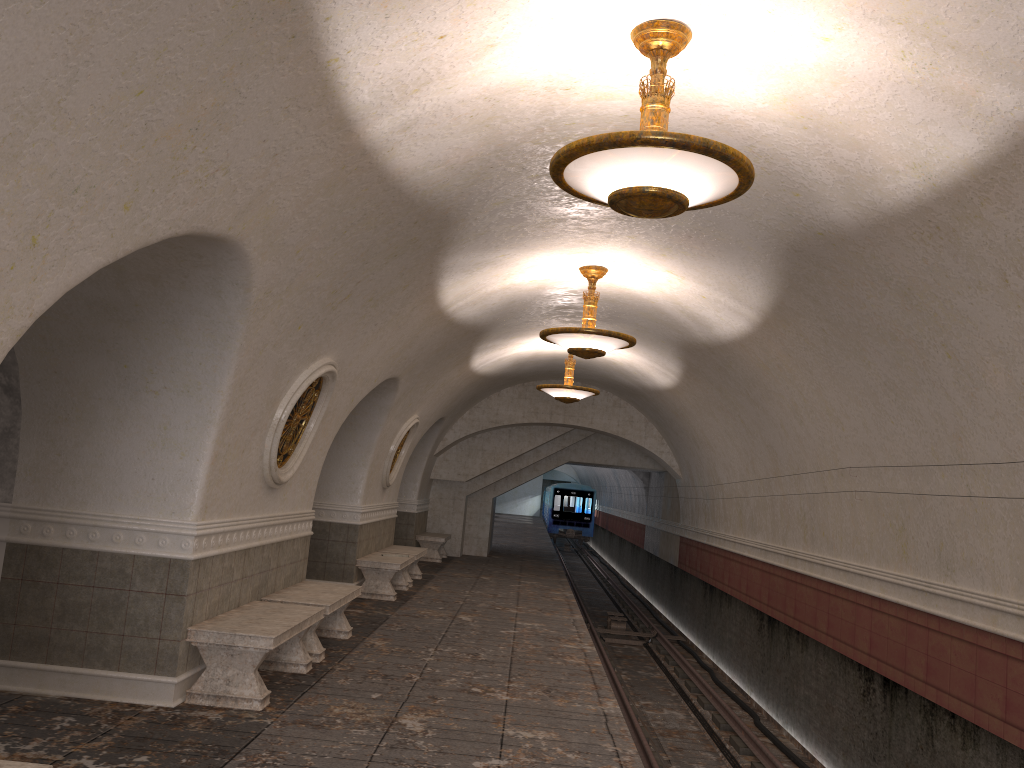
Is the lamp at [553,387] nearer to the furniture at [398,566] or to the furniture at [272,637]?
the furniture at [398,566]

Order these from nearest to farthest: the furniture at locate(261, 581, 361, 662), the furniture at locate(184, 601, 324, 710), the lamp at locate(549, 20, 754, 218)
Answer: the lamp at locate(549, 20, 754, 218) → the furniture at locate(184, 601, 324, 710) → the furniture at locate(261, 581, 361, 662)

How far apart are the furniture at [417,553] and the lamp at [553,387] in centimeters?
323cm

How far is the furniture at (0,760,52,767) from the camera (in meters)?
3.20

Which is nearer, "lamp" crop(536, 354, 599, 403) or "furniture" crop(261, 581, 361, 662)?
"furniture" crop(261, 581, 361, 662)

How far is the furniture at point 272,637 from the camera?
6.1m

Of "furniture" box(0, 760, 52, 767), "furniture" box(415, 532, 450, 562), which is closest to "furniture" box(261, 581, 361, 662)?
"furniture" box(0, 760, 52, 767)

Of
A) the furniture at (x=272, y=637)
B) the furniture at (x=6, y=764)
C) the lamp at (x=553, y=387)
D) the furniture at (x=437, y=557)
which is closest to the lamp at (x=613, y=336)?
the furniture at (x=272, y=637)

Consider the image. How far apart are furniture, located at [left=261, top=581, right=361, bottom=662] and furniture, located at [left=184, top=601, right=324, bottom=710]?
0.3 meters

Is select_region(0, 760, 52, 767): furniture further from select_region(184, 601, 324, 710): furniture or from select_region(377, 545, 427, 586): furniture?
select_region(377, 545, 427, 586): furniture
